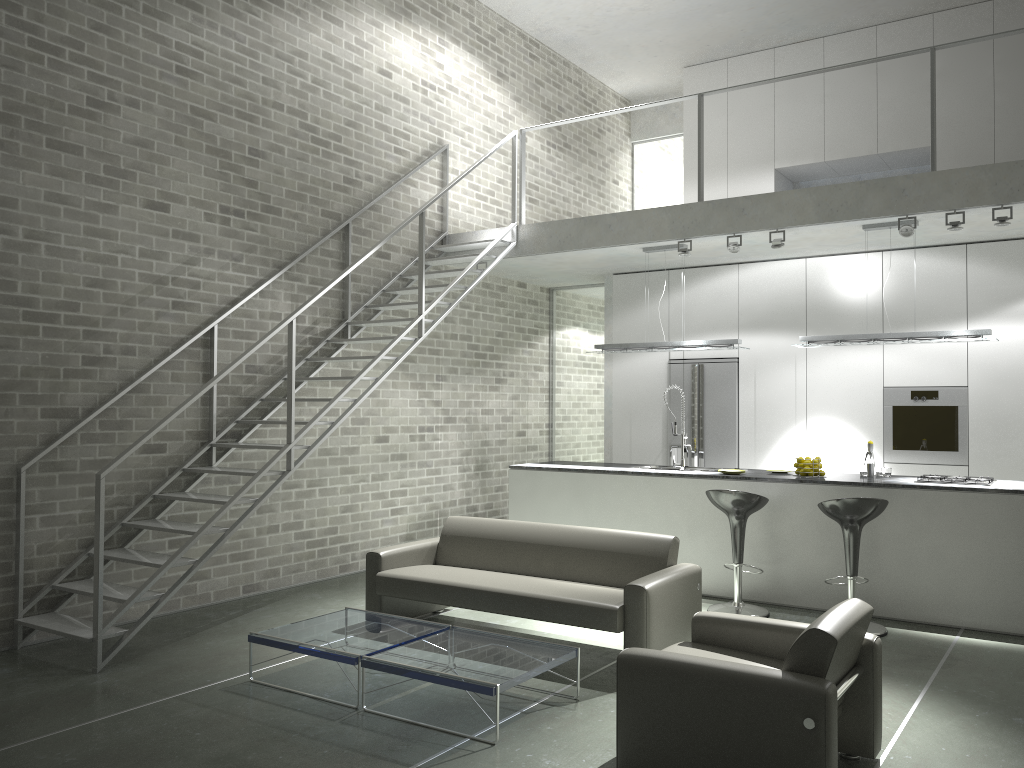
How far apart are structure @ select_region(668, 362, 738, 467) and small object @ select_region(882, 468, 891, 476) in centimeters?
204cm

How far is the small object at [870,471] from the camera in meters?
7.0

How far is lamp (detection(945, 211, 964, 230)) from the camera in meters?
6.5 m

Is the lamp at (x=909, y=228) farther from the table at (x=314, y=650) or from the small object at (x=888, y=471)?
the table at (x=314, y=650)

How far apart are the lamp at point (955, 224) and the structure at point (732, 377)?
2.76m

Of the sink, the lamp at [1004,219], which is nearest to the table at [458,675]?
the sink

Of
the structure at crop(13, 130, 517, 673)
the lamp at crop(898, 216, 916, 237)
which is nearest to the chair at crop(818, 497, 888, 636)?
the lamp at crop(898, 216, 916, 237)

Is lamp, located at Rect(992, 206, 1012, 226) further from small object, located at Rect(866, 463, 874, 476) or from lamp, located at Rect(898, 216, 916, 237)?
small object, located at Rect(866, 463, 874, 476)

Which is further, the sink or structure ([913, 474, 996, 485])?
the sink

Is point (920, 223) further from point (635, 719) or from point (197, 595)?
point (197, 595)
